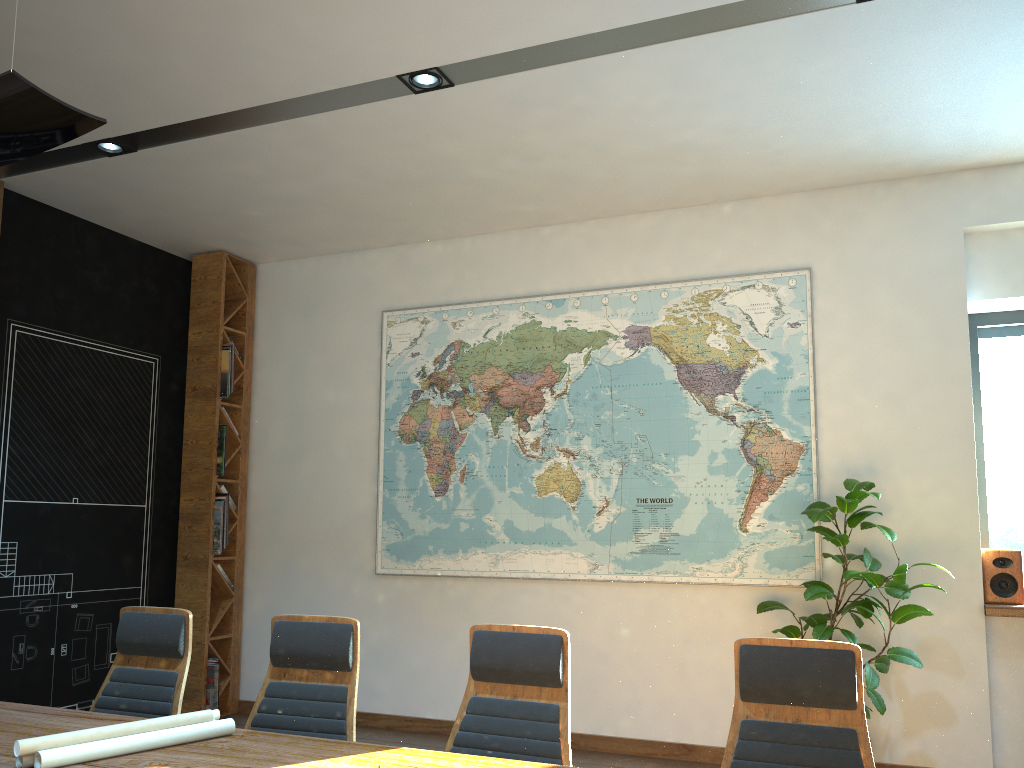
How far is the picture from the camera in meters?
5.7

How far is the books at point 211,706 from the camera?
6.7 meters

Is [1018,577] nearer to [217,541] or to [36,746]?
[36,746]

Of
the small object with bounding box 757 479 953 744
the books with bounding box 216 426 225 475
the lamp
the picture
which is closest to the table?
the lamp

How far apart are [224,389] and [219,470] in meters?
0.6 m

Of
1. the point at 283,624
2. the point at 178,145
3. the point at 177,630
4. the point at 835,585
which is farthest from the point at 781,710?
the point at 178,145

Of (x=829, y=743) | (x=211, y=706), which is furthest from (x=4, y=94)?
(x=211, y=706)

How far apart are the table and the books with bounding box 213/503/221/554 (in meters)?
3.56

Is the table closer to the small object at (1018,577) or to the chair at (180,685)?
the chair at (180,685)

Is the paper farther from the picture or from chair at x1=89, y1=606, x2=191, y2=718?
the picture
